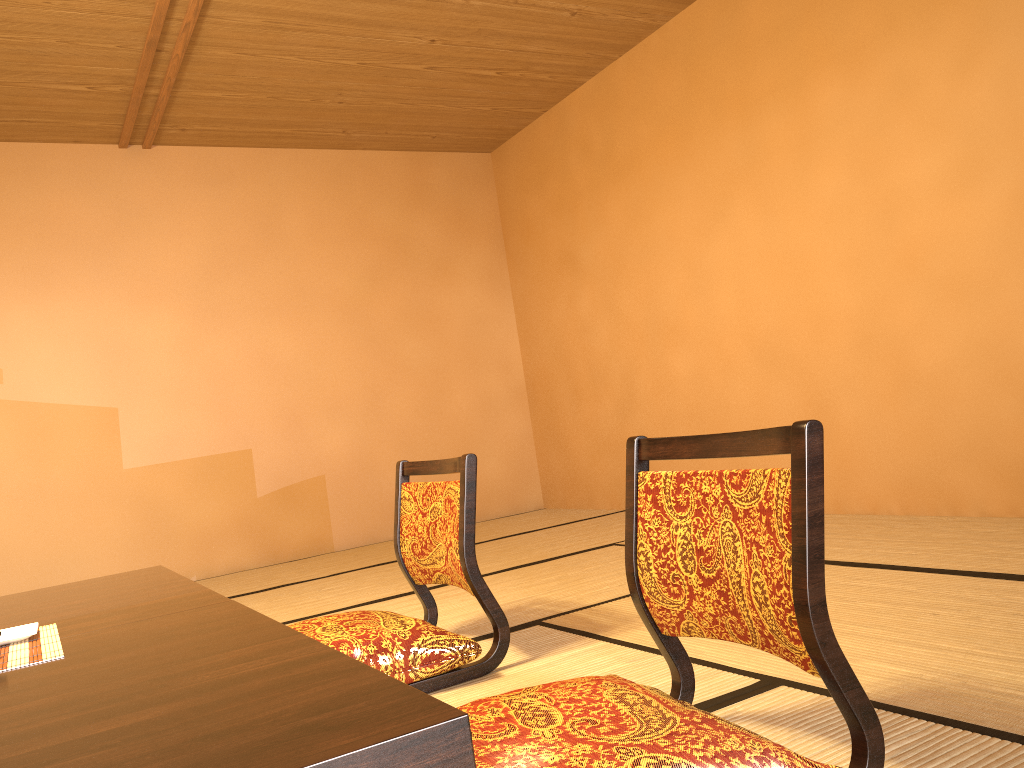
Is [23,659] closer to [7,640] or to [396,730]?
[7,640]

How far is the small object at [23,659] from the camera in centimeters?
134cm

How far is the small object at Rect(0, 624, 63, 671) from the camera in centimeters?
134cm

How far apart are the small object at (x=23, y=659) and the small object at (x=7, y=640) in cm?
1

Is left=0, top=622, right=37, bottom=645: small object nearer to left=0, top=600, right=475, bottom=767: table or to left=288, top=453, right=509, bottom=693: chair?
left=0, top=600, right=475, bottom=767: table

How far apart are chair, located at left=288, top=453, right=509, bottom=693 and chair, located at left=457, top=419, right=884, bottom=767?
0.6m

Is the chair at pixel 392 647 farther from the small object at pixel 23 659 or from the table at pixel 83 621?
the small object at pixel 23 659

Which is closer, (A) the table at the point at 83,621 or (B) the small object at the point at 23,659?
(B) the small object at the point at 23,659

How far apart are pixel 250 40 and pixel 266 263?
1.60m

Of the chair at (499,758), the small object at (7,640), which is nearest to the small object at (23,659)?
the small object at (7,640)
